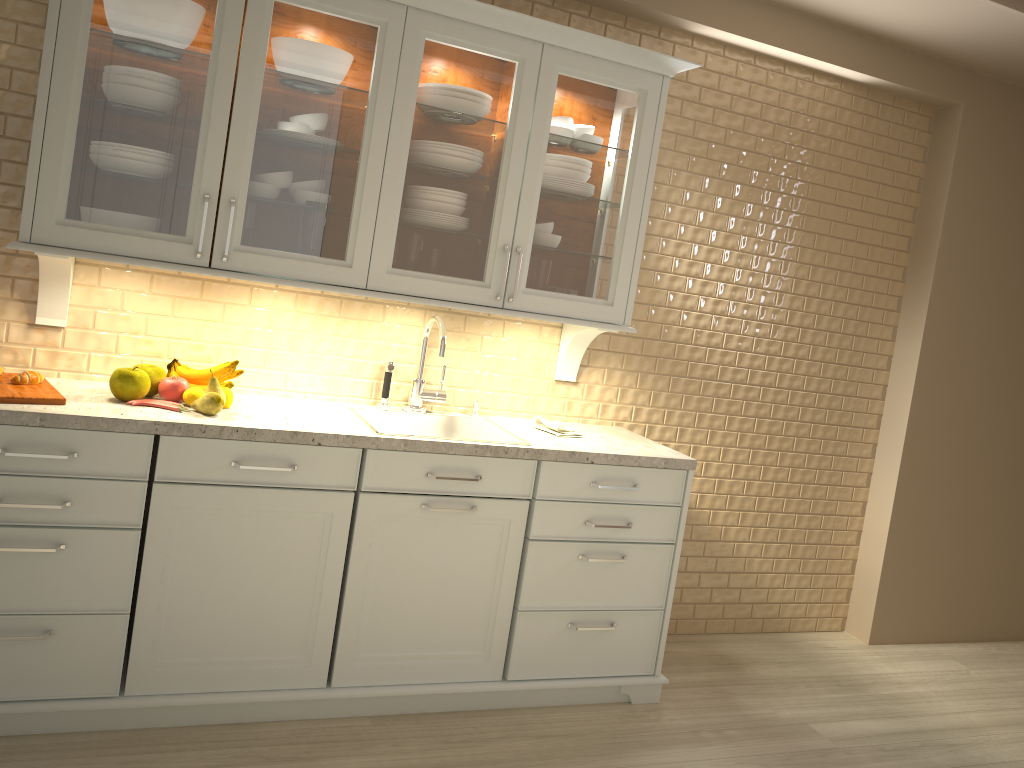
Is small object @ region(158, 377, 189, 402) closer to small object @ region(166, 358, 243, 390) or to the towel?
small object @ region(166, 358, 243, 390)

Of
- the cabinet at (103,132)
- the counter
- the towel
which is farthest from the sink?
the cabinet at (103,132)

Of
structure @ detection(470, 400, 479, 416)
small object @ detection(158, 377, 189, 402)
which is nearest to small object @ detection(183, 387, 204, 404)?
small object @ detection(158, 377, 189, 402)

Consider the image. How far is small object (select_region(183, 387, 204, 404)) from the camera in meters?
2.5 m

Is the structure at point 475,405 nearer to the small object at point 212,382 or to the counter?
the counter

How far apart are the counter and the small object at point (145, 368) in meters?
0.1

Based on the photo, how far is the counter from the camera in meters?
2.2 m

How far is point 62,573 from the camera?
2.23m

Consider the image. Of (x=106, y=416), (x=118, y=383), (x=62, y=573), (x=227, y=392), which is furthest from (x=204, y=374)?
(x=62, y=573)

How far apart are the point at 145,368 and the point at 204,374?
0.2 meters
